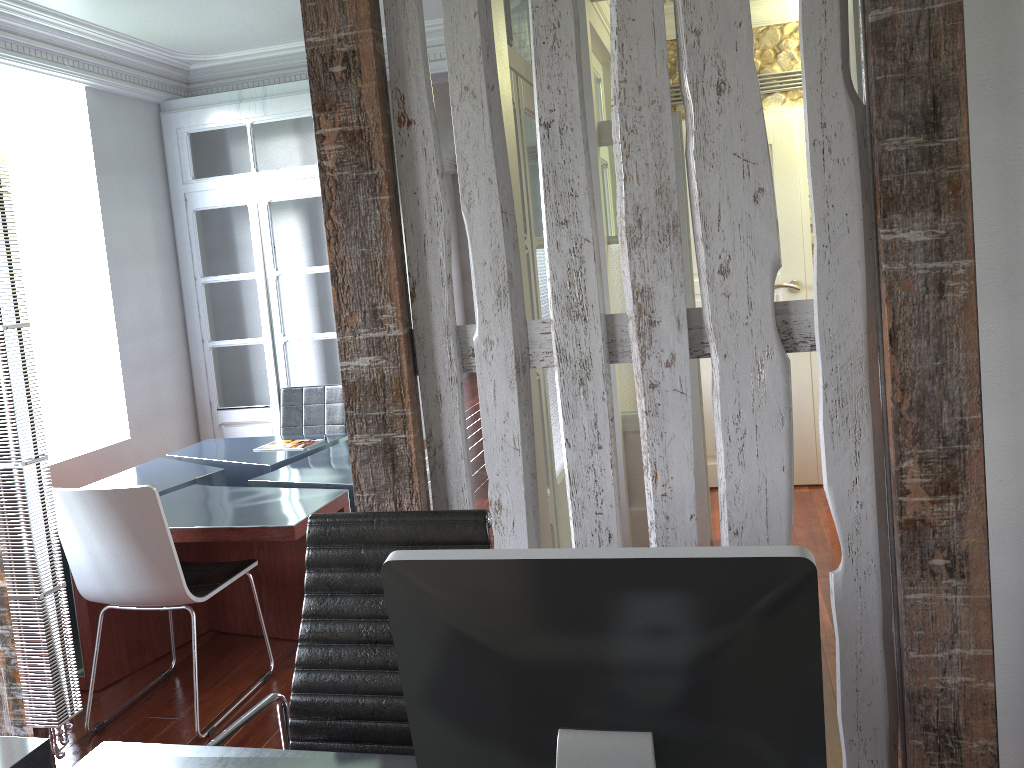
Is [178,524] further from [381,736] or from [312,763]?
[312,763]

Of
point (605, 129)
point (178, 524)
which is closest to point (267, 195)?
point (605, 129)

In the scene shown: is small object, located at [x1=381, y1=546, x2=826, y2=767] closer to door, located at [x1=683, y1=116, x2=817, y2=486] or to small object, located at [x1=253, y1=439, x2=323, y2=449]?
small object, located at [x1=253, y1=439, x2=323, y2=449]

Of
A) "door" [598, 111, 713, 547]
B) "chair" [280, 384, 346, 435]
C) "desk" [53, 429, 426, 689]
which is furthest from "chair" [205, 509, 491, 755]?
"chair" [280, 384, 346, 435]

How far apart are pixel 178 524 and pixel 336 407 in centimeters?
180cm

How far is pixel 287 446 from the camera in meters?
4.7

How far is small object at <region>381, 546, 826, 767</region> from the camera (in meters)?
0.95

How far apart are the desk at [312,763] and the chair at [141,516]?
1.3m

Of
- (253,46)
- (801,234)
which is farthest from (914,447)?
(253,46)

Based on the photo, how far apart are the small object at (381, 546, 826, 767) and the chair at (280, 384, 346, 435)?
4.1m
